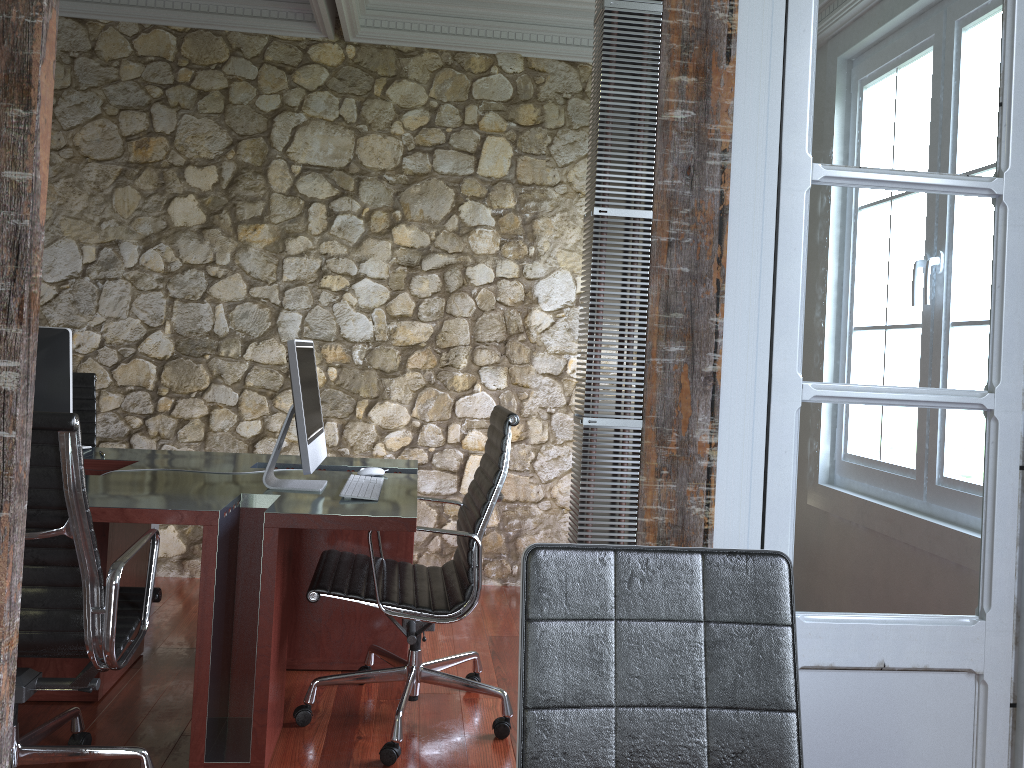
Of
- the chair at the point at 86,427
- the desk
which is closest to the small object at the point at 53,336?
the desk

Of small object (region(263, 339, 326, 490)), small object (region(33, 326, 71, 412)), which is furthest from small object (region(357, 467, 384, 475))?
small object (region(33, 326, 71, 412))

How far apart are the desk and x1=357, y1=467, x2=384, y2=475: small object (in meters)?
0.05

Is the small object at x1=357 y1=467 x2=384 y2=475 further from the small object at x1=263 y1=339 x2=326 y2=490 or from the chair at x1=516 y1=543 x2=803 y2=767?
the chair at x1=516 y1=543 x2=803 y2=767

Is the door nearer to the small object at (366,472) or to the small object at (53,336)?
the small object at (366,472)

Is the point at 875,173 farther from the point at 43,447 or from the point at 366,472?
the point at 366,472

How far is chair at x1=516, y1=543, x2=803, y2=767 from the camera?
1.3m

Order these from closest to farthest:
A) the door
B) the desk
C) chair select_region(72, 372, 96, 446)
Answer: the door → the desk → chair select_region(72, 372, 96, 446)

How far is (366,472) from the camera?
3.3 meters

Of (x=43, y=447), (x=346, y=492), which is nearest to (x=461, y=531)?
(x=346, y=492)
